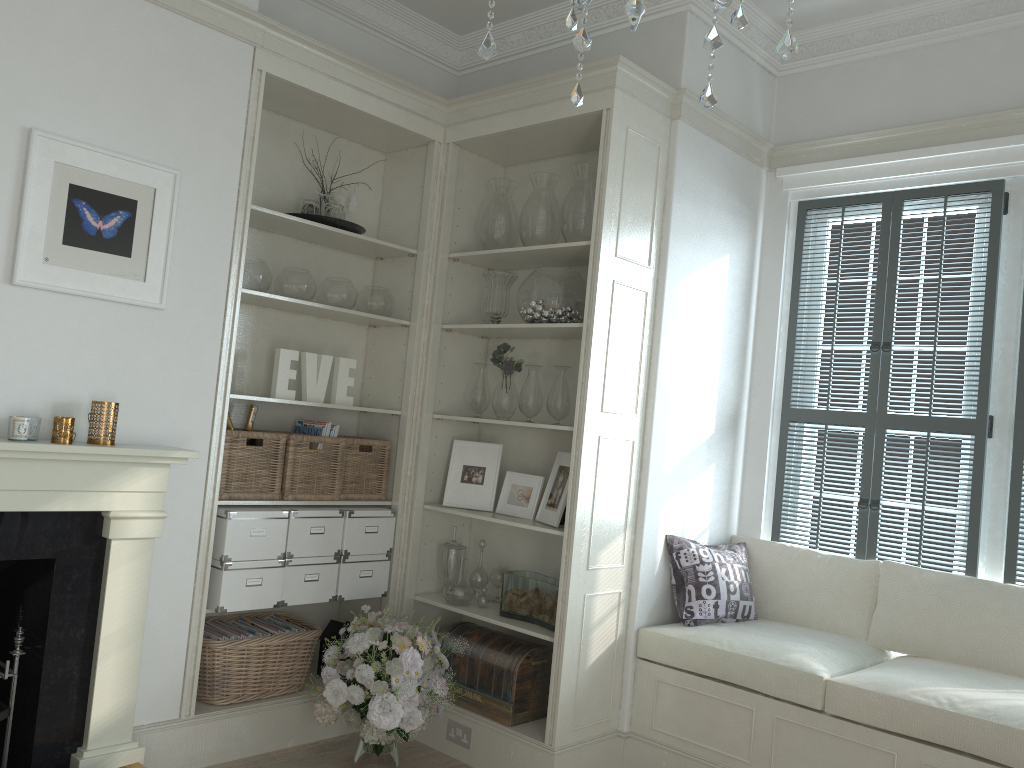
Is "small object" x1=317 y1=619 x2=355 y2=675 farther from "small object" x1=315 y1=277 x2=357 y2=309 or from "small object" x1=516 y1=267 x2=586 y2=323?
"small object" x1=516 y1=267 x2=586 y2=323

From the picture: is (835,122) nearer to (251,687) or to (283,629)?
(283,629)

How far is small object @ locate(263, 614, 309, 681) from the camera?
3.68m

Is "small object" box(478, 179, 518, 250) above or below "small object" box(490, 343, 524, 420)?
above

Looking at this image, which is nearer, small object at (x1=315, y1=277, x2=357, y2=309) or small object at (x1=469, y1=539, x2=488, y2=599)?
small object at (x1=315, y1=277, x2=357, y2=309)

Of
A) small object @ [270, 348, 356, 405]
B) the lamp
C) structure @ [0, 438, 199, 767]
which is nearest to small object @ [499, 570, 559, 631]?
small object @ [270, 348, 356, 405]

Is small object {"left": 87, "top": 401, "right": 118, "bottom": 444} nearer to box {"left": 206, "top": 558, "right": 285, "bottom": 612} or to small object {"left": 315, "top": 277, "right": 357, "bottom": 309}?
box {"left": 206, "top": 558, "right": 285, "bottom": 612}

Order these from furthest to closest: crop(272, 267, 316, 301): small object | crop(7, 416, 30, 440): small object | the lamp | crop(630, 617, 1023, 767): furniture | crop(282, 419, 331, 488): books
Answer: crop(282, 419, 331, 488): books, crop(272, 267, 316, 301): small object, crop(630, 617, 1023, 767): furniture, crop(7, 416, 30, 440): small object, the lamp

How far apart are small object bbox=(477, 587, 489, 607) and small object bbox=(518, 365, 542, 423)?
0.8m

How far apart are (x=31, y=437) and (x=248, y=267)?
1.1m
